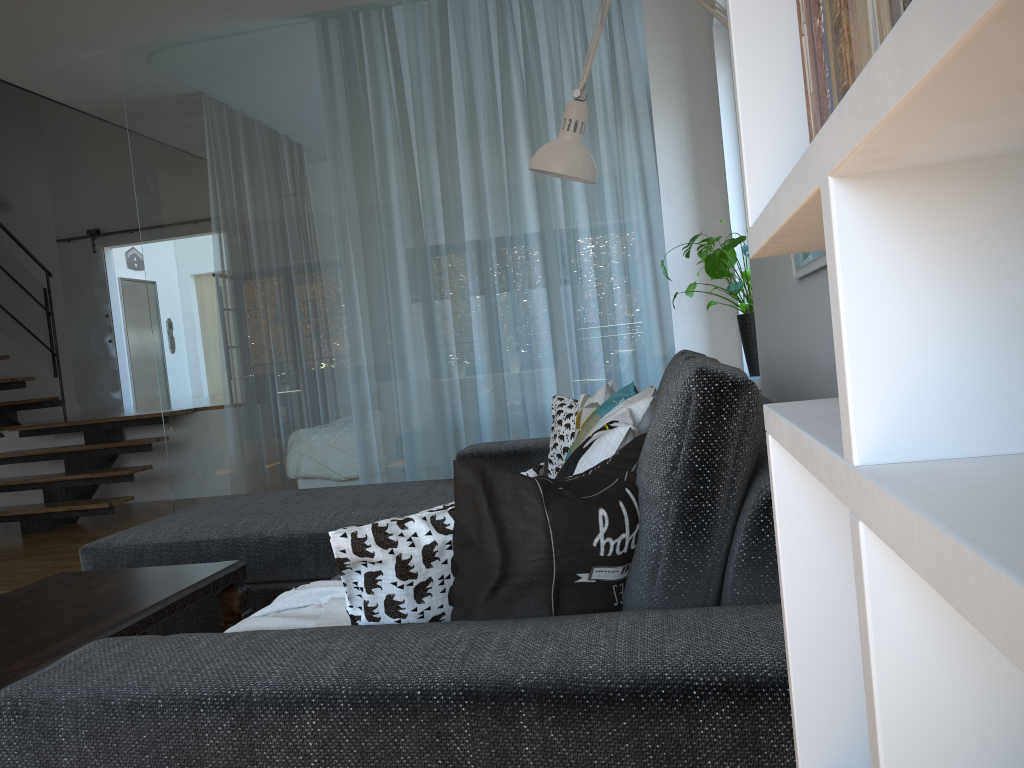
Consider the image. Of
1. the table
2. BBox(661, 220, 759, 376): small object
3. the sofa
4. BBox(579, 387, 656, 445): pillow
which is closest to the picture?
the sofa

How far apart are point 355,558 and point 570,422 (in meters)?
1.97

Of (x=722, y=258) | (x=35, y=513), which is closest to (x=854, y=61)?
A: (x=722, y=258)

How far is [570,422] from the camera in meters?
3.0

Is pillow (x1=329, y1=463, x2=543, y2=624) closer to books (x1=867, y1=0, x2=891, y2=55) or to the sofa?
the sofa

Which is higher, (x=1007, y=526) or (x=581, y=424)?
(x=1007, y=526)

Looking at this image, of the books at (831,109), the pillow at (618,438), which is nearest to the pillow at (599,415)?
the pillow at (618,438)

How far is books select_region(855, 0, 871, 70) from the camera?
0.4 meters

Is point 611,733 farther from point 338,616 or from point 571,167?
point 571,167

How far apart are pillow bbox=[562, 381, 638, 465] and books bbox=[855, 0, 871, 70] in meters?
1.6 m
